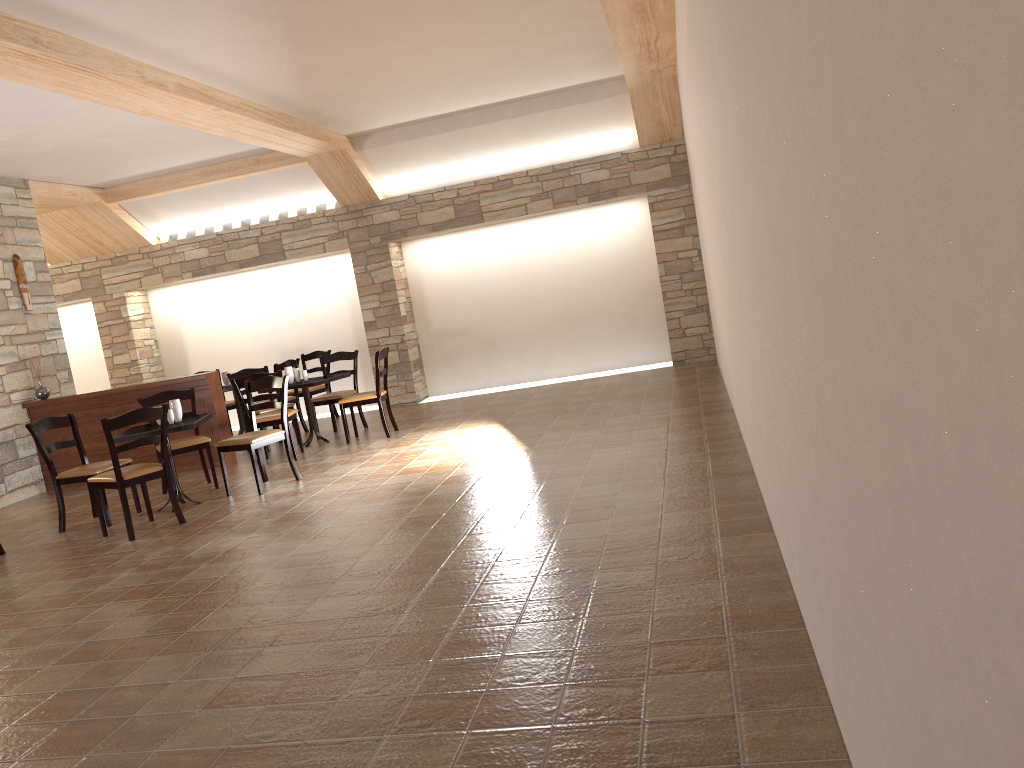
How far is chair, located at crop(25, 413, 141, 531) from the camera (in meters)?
6.51

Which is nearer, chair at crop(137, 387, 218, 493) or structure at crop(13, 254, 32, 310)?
chair at crop(137, 387, 218, 493)

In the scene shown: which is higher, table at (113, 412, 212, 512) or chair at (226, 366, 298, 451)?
chair at (226, 366, 298, 451)

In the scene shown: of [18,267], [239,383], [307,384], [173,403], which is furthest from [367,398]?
[18,267]

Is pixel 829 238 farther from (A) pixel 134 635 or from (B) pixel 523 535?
(A) pixel 134 635

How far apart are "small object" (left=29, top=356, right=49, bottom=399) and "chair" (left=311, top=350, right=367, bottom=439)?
2.6 meters

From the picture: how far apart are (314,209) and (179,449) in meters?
4.7

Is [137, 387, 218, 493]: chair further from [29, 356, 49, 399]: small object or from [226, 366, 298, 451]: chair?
[29, 356, 49, 399]: small object

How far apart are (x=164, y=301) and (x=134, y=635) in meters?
8.9

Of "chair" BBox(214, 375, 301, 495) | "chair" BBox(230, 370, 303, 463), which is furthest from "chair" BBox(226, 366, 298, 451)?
"chair" BBox(214, 375, 301, 495)
